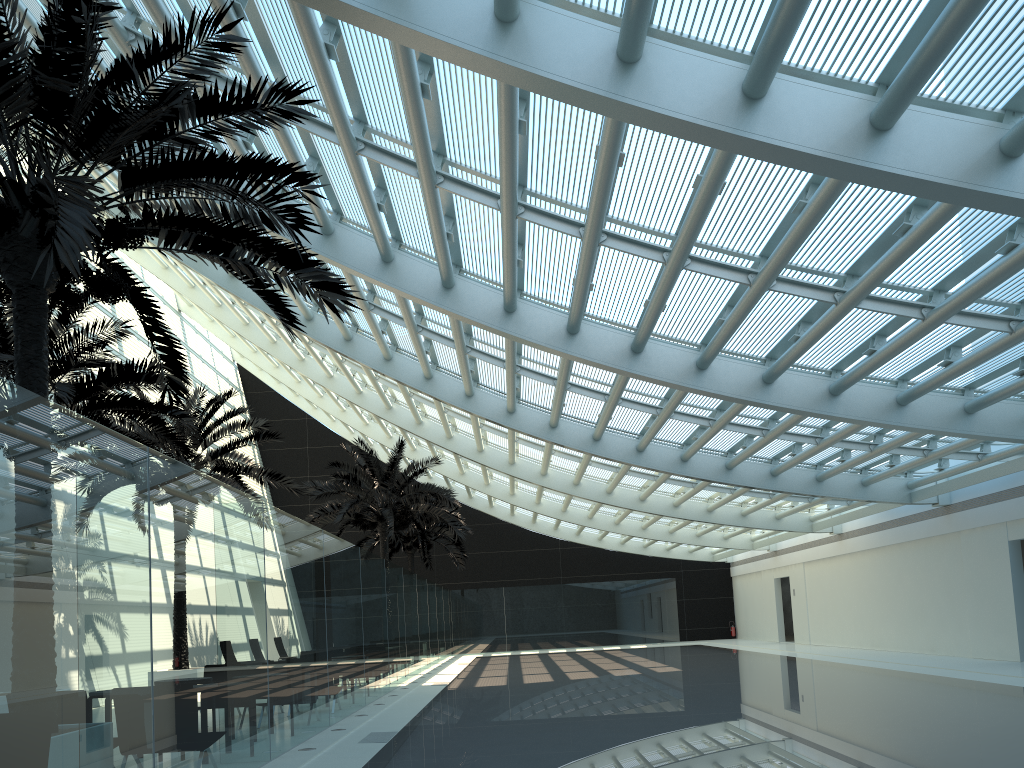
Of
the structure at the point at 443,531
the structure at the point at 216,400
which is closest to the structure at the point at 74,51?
the structure at the point at 216,400

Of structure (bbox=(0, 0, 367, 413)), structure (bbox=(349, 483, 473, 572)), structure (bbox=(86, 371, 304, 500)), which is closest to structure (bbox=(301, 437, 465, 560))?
structure (bbox=(86, 371, 304, 500))

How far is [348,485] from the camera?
23.8m

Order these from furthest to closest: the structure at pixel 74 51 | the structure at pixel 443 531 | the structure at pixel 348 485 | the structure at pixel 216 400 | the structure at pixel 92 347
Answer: the structure at pixel 443 531 < the structure at pixel 348 485 < the structure at pixel 216 400 < the structure at pixel 92 347 < the structure at pixel 74 51

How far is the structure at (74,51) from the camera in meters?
5.8

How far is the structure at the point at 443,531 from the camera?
32.1m

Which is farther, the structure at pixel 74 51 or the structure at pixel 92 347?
the structure at pixel 92 347

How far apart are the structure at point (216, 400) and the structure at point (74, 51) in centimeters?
814cm

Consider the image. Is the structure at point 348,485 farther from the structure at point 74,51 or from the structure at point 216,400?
the structure at point 74,51

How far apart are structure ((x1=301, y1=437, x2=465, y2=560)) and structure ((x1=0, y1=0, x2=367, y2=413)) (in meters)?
14.79
